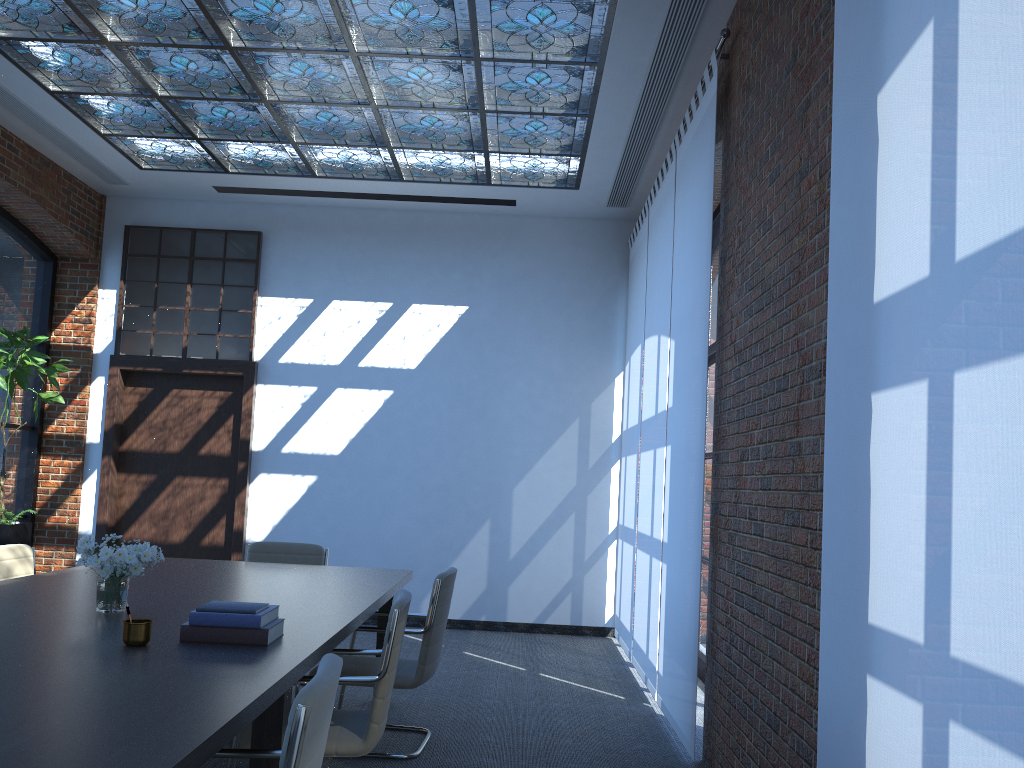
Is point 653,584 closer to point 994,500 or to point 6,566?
point 6,566

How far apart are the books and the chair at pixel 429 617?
1.3 meters

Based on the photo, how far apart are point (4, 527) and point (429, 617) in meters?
4.3 m

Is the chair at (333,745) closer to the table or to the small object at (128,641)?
the table

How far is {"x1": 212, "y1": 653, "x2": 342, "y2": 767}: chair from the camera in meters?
1.9 m

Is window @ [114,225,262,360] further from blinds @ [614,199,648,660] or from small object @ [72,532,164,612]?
small object @ [72,532,164,612]

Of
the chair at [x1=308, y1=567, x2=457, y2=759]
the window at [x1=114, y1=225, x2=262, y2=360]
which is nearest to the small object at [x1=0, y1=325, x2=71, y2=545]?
the window at [x1=114, y1=225, x2=262, y2=360]

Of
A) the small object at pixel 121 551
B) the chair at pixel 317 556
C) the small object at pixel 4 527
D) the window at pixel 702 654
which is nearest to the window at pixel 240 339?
the small object at pixel 4 527

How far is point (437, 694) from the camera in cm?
571

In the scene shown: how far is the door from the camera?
8.4 meters
